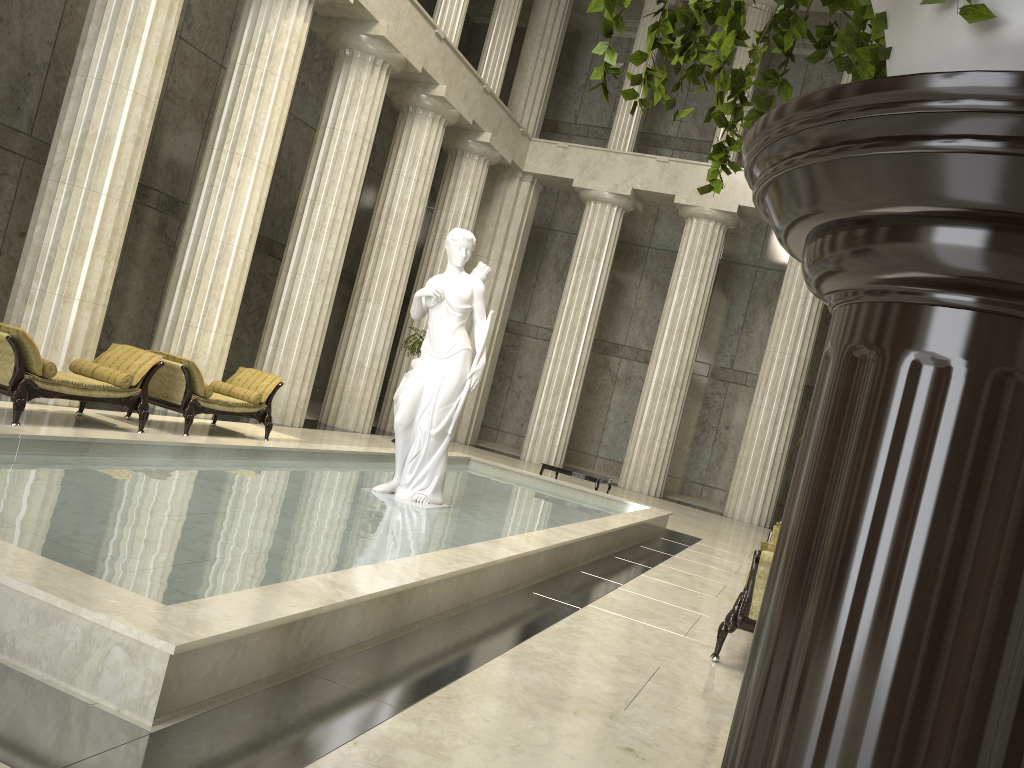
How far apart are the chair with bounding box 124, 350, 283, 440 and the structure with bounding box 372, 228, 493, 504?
3.2m

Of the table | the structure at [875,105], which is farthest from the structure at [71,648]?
the structure at [875,105]

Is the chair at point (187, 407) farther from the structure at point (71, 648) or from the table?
the table

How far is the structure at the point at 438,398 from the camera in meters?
9.0

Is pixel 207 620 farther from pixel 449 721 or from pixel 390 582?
pixel 390 582

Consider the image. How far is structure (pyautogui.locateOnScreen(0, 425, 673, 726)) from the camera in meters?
3.3

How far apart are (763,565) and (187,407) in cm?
752

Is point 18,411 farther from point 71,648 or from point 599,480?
point 599,480

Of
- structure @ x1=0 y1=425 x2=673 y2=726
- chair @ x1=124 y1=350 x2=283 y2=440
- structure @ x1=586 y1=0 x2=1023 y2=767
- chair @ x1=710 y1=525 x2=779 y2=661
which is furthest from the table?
structure @ x1=586 y1=0 x2=1023 y2=767

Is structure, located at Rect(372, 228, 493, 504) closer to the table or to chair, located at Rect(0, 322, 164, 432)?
chair, located at Rect(0, 322, 164, 432)
